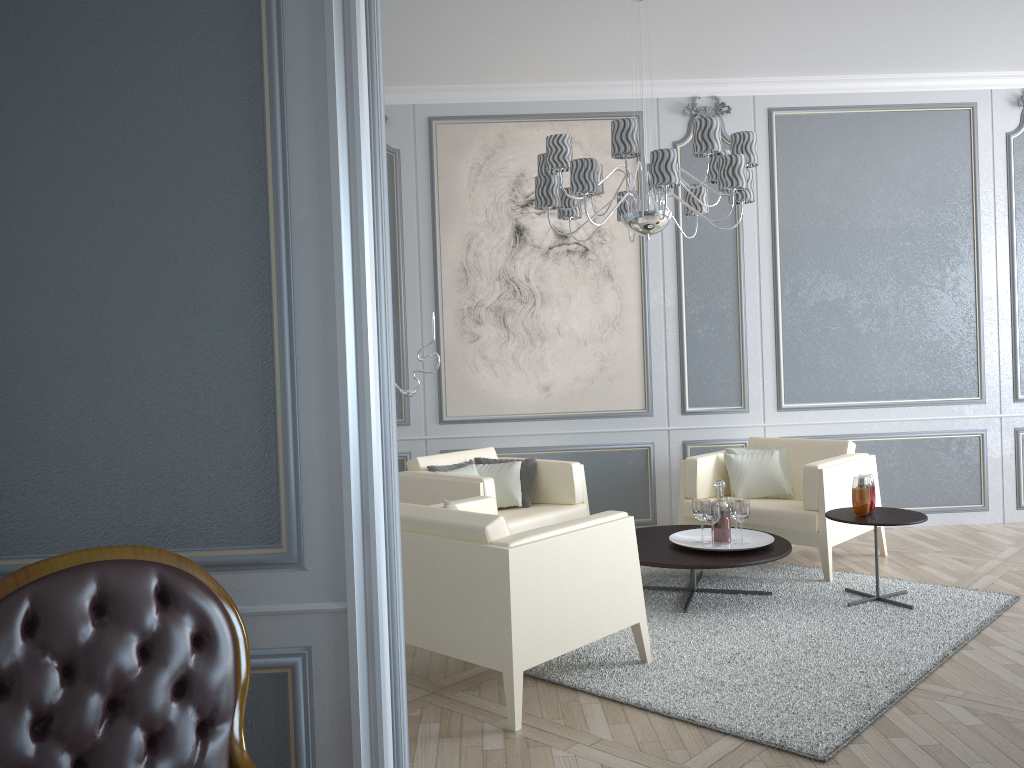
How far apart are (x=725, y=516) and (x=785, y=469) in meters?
1.0

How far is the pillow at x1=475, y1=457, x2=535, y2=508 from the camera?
4.8m

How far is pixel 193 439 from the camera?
1.7 meters

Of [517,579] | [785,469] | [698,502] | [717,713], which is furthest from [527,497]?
[717,713]

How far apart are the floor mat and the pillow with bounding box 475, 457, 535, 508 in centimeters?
69cm

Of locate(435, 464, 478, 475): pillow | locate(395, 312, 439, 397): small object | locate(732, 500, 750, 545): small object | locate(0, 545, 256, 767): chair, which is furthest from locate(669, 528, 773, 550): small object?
locate(0, 545, 256, 767): chair

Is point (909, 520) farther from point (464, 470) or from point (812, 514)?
point (464, 470)

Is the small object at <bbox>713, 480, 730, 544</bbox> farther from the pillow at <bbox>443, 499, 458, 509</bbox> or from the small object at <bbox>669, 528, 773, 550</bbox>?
the pillow at <bbox>443, 499, 458, 509</bbox>

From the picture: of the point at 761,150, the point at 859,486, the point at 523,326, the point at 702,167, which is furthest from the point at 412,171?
the point at 859,486

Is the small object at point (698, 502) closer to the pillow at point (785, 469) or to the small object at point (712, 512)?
the small object at point (712, 512)
